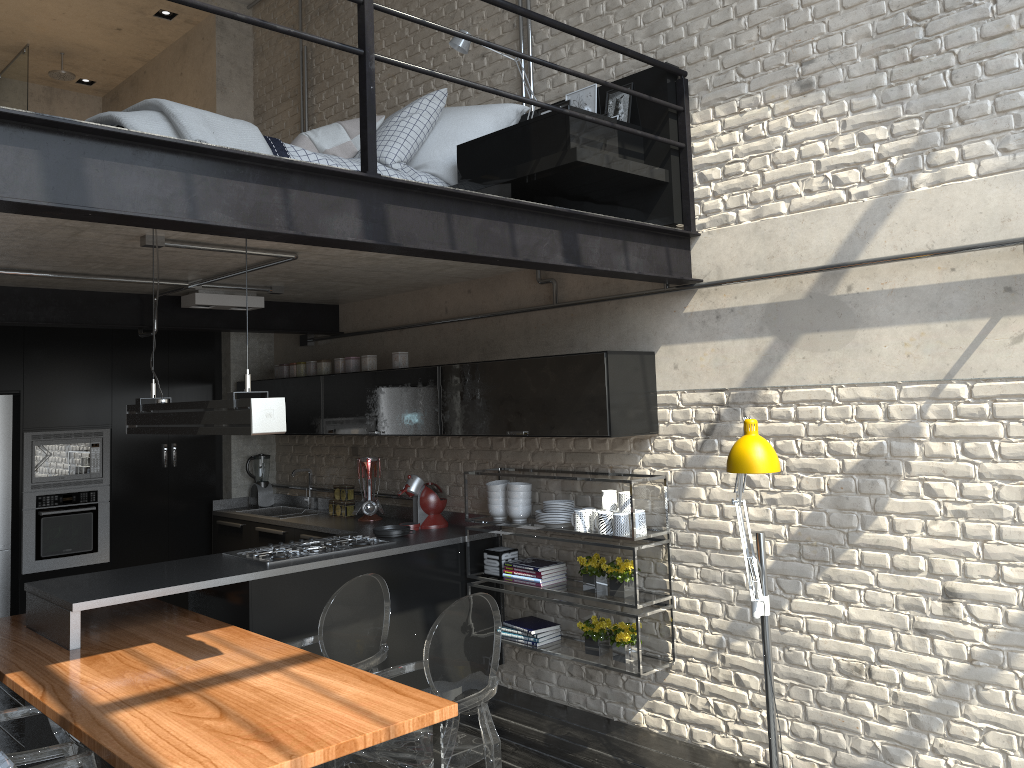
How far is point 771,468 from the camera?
3.3 meters

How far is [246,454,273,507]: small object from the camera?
7.1m

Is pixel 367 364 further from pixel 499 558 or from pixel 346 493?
pixel 499 558

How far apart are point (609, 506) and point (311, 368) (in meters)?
2.79

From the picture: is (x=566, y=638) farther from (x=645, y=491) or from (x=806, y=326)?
(x=806, y=326)

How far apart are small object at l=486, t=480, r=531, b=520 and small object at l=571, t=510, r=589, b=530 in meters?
0.5

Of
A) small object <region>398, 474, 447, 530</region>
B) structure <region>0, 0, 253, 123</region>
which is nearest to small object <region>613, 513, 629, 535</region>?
small object <region>398, 474, 447, 530</region>

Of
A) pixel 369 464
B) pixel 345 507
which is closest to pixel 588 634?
pixel 369 464

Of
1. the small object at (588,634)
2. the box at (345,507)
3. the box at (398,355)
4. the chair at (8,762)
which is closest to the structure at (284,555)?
the box at (345,507)

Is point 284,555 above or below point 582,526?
below
